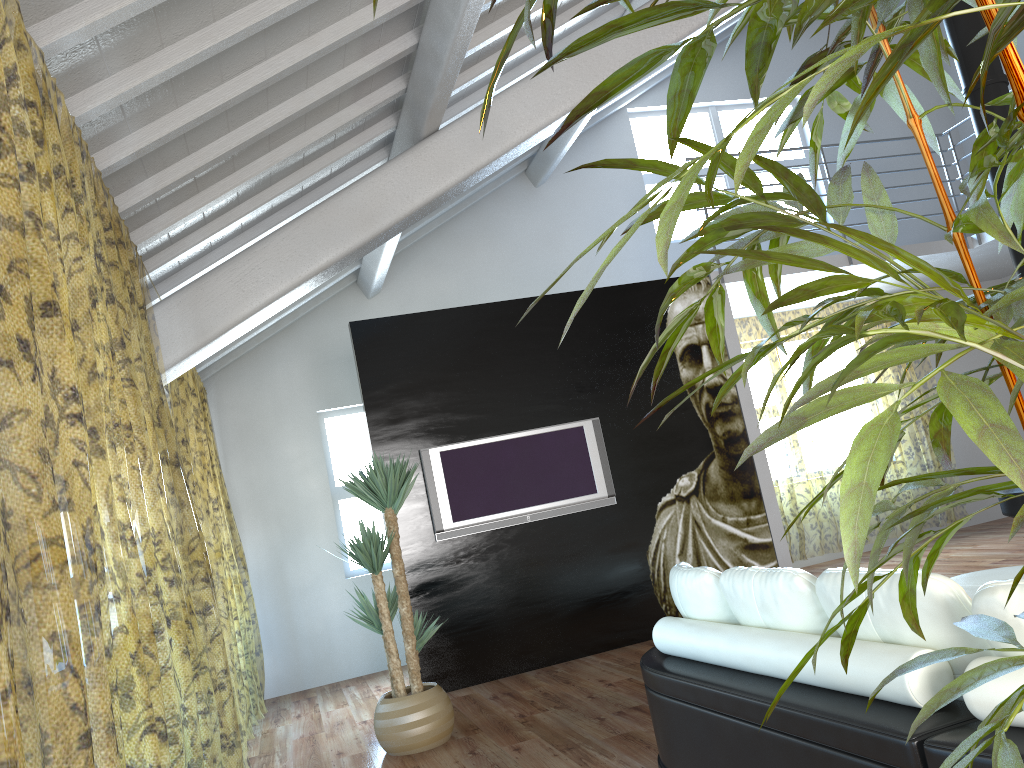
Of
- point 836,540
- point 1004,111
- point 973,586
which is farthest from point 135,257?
point 836,540

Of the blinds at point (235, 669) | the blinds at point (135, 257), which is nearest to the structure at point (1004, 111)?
the blinds at point (135, 257)

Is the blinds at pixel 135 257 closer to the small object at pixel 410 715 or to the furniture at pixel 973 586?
A: the small object at pixel 410 715

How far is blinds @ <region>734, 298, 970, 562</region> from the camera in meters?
13.0 m

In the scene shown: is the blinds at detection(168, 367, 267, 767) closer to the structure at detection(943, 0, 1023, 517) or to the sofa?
the sofa

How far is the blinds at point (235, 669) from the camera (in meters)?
11.52

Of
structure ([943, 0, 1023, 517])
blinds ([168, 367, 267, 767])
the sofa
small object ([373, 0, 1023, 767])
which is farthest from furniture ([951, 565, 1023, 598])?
blinds ([168, 367, 267, 767])

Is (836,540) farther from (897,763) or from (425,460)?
(897,763)

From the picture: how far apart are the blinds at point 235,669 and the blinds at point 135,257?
0.1 meters

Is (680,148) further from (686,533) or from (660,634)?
(660,634)
